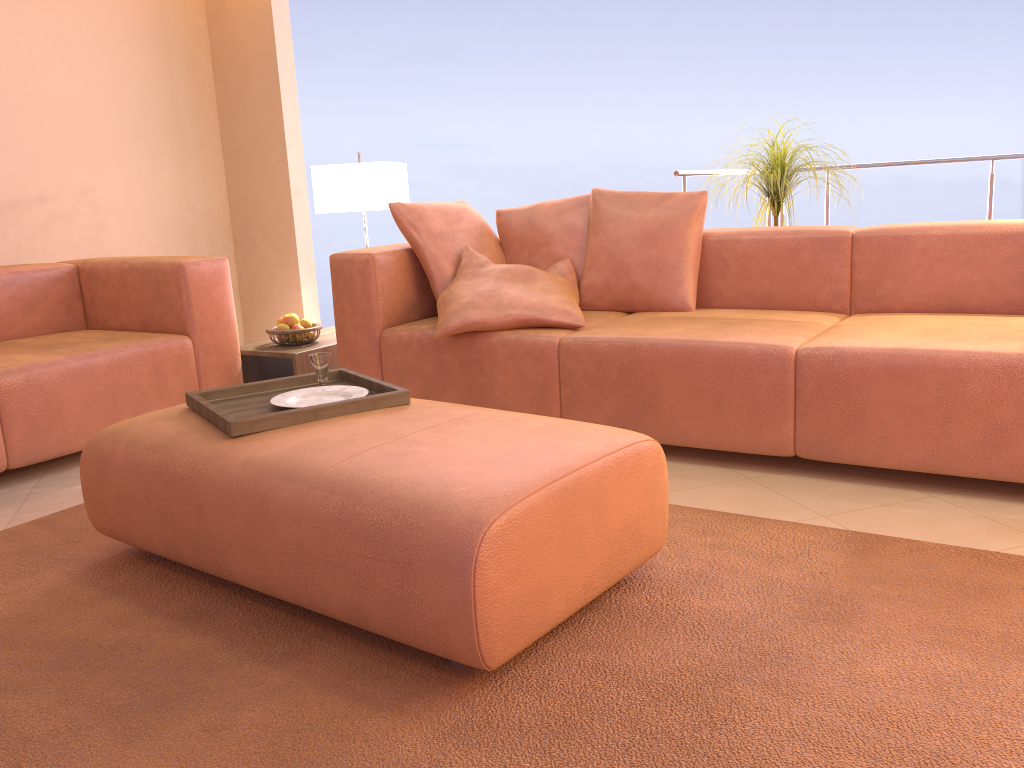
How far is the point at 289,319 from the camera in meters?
3.7 m

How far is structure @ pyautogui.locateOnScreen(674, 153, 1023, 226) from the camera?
3.9 meters

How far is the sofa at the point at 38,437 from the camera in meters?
2.9 m

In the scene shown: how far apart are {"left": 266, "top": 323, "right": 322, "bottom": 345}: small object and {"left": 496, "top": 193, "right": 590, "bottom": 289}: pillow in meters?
0.9 m

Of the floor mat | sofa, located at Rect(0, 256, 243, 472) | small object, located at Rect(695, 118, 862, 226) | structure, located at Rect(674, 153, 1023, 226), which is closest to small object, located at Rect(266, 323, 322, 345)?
sofa, located at Rect(0, 256, 243, 472)

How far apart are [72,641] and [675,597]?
1.2m

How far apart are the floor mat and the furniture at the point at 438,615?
0.1m

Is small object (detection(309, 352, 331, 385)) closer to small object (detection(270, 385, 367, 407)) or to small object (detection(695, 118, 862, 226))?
small object (detection(270, 385, 367, 407))

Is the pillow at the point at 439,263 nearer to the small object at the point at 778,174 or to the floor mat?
the small object at the point at 778,174

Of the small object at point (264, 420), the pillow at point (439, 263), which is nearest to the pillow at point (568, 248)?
the pillow at point (439, 263)
